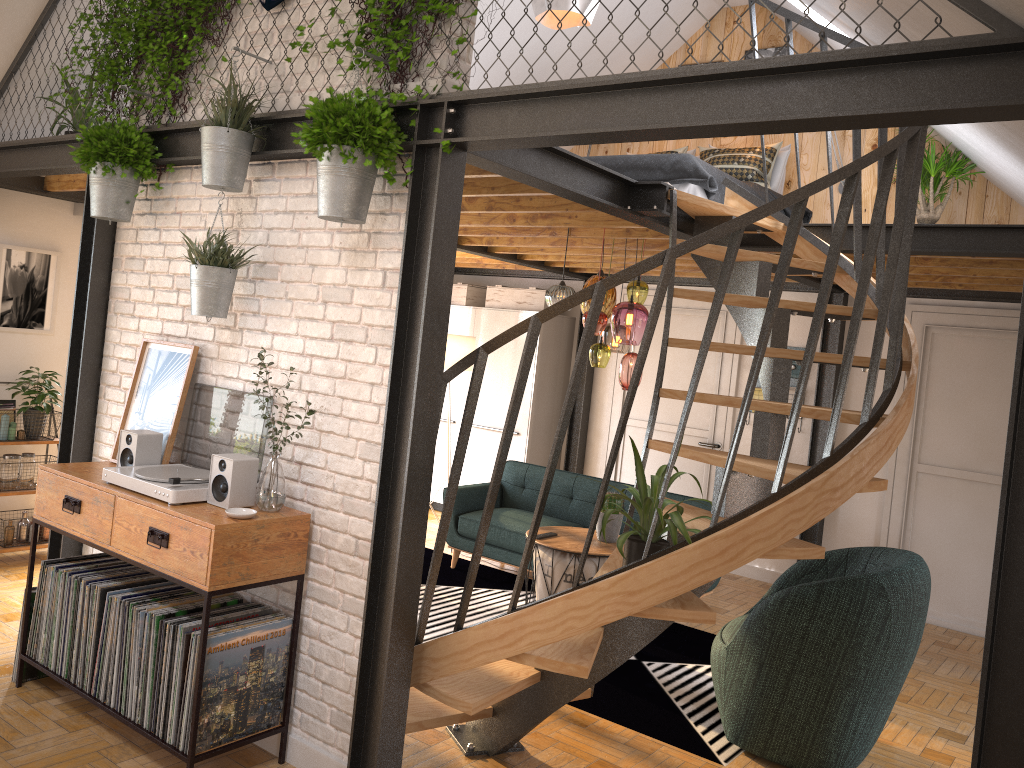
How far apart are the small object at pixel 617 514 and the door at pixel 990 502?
2.65m

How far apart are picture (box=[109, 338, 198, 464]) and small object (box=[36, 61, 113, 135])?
1.8m

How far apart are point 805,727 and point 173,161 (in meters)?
3.69

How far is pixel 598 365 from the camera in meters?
5.2 m

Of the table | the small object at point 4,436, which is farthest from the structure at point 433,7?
the small object at point 4,436

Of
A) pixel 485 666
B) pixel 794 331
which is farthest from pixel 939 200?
pixel 485 666

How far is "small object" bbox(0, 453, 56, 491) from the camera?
5.64m

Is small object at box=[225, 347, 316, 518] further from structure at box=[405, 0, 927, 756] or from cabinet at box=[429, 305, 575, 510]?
cabinet at box=[429, 305, 575, 510]

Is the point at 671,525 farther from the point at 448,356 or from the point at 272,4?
the point at 448,356

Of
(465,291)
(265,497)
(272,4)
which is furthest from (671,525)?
(465,291)
